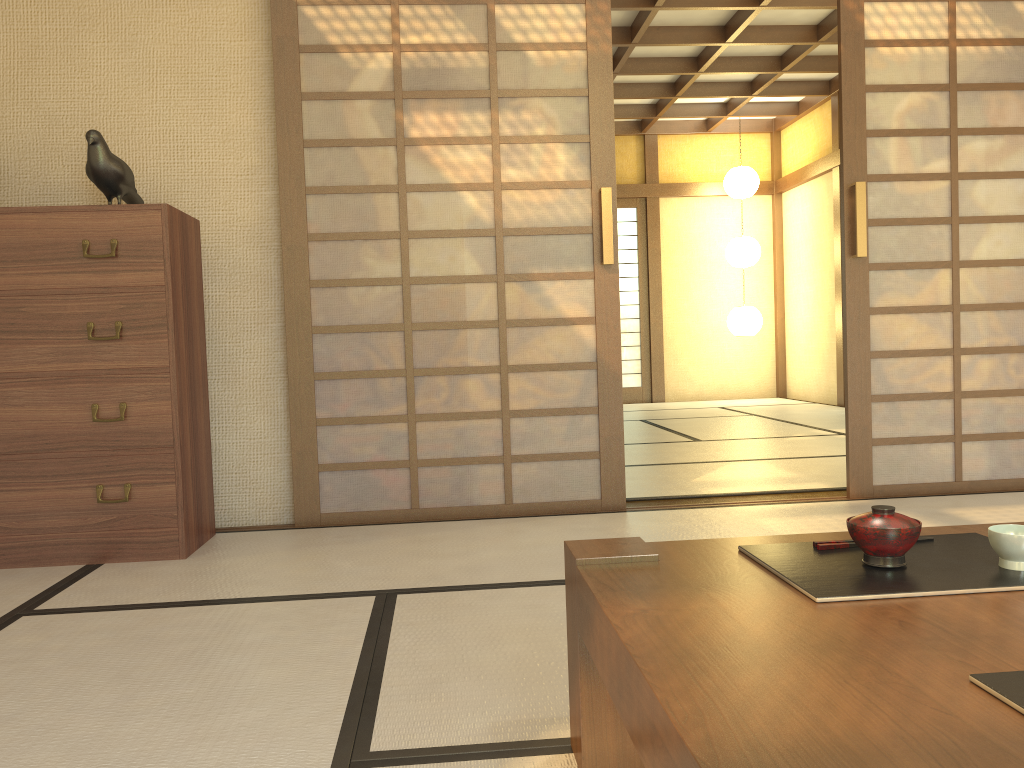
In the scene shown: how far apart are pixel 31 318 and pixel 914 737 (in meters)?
2.94

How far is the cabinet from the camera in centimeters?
291cm

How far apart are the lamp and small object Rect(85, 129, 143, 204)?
6.82m

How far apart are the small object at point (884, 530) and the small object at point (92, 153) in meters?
2.8

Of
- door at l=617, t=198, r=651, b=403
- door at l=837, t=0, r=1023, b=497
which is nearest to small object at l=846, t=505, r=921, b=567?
door at l=837, t=0, r=1023, b=497

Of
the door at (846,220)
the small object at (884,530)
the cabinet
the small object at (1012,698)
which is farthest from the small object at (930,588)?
the door at (846,220)

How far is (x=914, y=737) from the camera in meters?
0.7 m

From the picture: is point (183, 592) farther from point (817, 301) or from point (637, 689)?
point (817, 301)

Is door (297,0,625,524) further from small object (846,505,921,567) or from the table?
small object (846,505,921,567)

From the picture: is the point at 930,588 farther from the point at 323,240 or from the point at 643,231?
the point at 643,231
